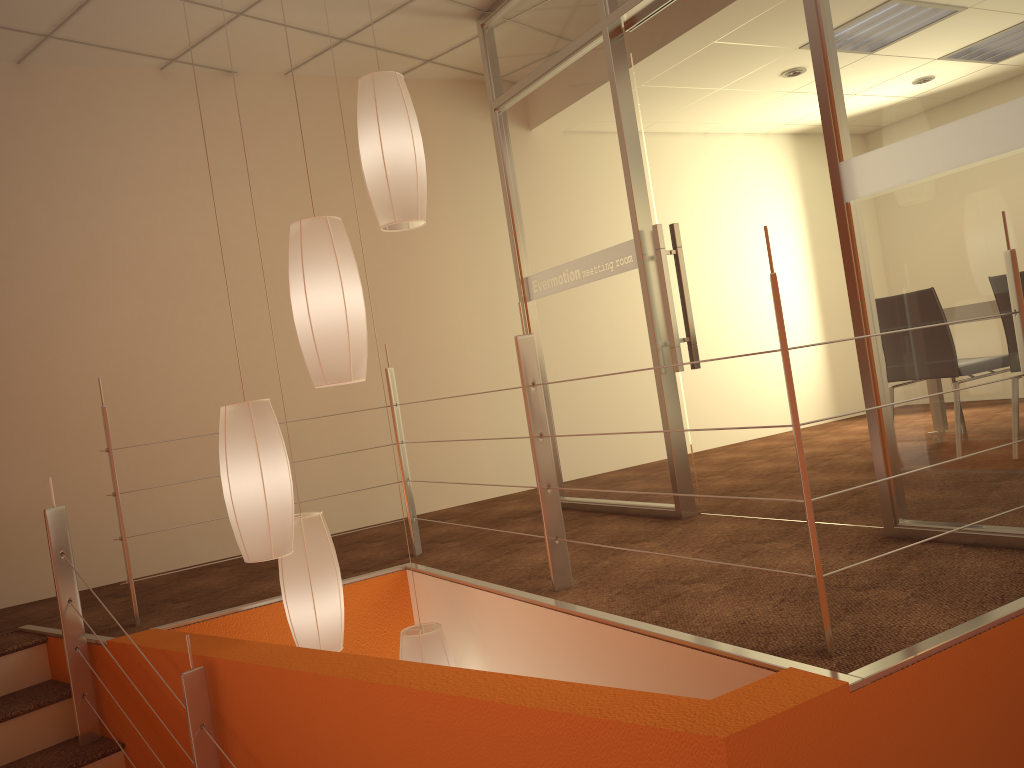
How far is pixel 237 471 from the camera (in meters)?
2.47

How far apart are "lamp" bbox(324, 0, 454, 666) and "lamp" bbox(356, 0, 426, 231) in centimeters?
131cm

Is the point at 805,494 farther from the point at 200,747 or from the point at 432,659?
the point at 200,747

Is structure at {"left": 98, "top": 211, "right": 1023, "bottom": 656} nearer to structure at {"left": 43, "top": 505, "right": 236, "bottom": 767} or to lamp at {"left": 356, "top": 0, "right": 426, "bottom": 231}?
structure at {"left": 43, "top": 505, "right": 236, "bottom": 767}

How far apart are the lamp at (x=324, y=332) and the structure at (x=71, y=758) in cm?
150

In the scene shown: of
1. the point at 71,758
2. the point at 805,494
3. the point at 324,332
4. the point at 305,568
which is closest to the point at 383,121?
the point at 324,332

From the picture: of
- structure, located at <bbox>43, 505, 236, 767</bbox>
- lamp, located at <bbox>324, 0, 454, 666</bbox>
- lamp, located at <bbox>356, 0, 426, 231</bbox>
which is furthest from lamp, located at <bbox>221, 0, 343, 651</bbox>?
lamp, located at <bbox>356, 0, 426, 231</bbox>

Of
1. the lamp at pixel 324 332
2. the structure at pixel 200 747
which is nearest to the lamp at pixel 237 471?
the lamp at pixel 324 332

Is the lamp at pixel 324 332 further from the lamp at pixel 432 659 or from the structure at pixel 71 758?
the structure at pixel 71 758

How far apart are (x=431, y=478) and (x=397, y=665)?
2.90m
